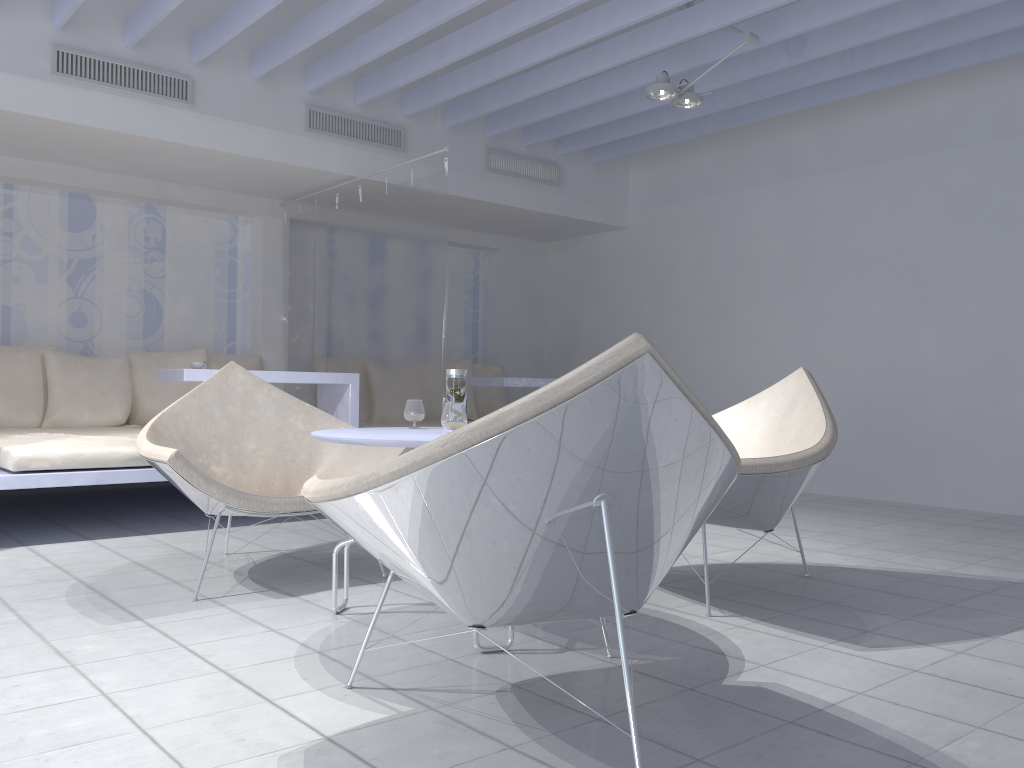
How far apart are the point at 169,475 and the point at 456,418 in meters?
1.1 m

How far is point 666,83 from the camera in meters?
4.6 m

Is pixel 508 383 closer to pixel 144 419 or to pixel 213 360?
pixel 213 360

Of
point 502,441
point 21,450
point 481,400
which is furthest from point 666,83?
point 502,441

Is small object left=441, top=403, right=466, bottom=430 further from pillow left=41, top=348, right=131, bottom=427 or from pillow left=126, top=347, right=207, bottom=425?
pillow left=126, top=347, right=207, bottom=425

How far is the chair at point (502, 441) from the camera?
1.5m

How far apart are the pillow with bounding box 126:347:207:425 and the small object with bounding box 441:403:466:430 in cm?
397

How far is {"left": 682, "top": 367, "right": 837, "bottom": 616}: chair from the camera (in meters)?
2.60

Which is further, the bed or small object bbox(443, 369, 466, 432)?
the bed

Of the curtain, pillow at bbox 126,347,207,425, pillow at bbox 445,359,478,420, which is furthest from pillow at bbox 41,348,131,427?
pillow at bbox 445,359,478,420
